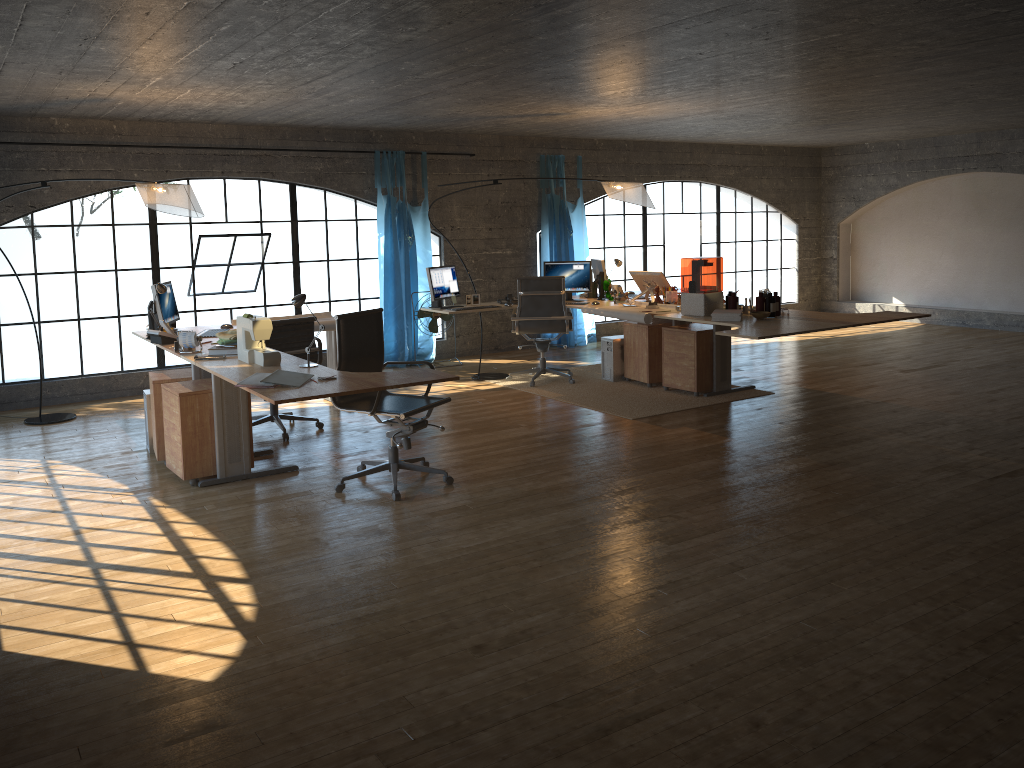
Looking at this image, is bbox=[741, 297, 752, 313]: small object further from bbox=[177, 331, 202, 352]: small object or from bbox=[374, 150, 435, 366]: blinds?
bbox=[177, 331, 202, 352]: small object

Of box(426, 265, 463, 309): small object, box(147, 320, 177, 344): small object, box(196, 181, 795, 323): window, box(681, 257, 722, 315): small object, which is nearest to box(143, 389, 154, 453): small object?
box(147, 320, 177, 344): small object

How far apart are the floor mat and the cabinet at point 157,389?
3.09m

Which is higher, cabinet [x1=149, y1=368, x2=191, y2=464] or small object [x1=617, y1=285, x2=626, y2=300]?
small object [x1=617, y1=285, x2=626, y2=300]

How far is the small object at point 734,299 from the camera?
6.9 meters

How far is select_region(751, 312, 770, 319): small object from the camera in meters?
6.6

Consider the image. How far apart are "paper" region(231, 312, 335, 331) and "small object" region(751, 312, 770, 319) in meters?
3.3 m

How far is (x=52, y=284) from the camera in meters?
20.1

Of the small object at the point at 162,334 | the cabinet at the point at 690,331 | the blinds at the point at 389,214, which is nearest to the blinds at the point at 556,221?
the blinds at the point at 389,214

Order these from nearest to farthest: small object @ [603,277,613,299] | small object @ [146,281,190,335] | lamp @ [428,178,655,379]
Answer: small object @ [146,281,190,335] < lamp @ [428,178,655,379] < small object @ [603,277,613,299]
